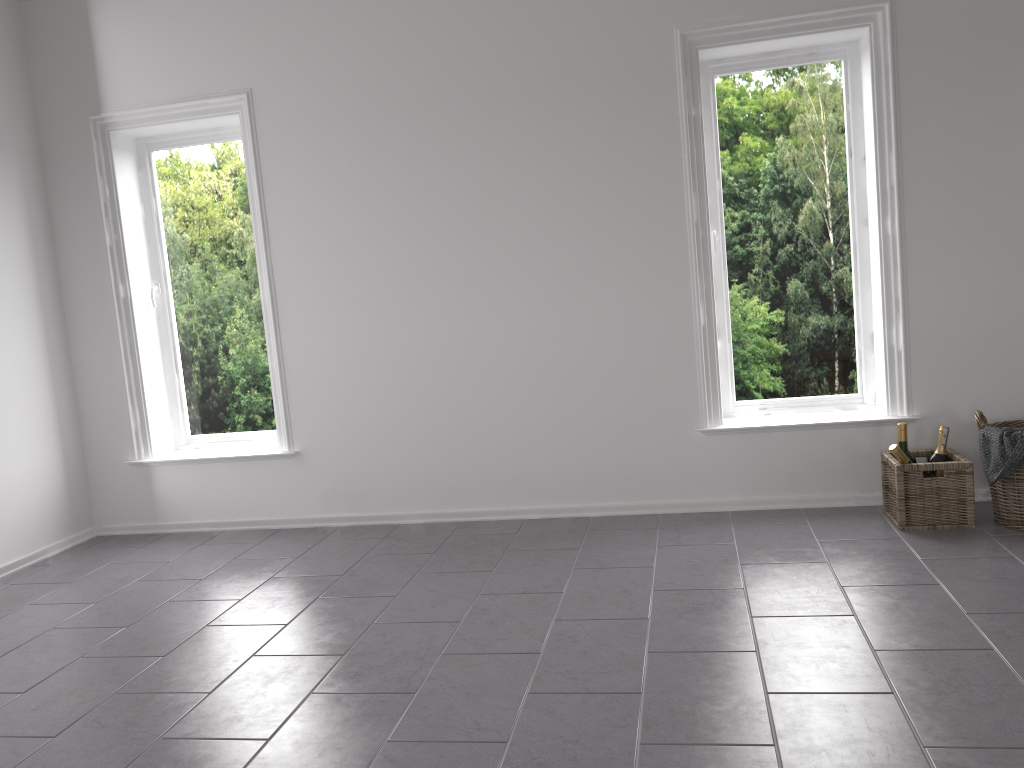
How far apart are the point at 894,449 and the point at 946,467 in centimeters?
19cm

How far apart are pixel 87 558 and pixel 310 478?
1.07m

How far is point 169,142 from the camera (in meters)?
4.48

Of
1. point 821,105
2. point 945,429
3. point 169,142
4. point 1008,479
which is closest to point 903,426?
point 945,429

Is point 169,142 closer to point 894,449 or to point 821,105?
point 821,105

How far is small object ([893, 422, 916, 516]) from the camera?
3.54m

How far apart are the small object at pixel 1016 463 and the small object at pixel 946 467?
0.1m

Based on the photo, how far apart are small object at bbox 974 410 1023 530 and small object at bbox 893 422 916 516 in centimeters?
27cm

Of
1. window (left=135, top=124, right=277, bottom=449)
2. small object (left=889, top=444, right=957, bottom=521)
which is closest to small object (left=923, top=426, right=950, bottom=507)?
small object (left=889, top=444, right=957, bottom=521)

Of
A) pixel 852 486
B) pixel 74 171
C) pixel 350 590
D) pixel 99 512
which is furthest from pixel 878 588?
pixel 74 171
